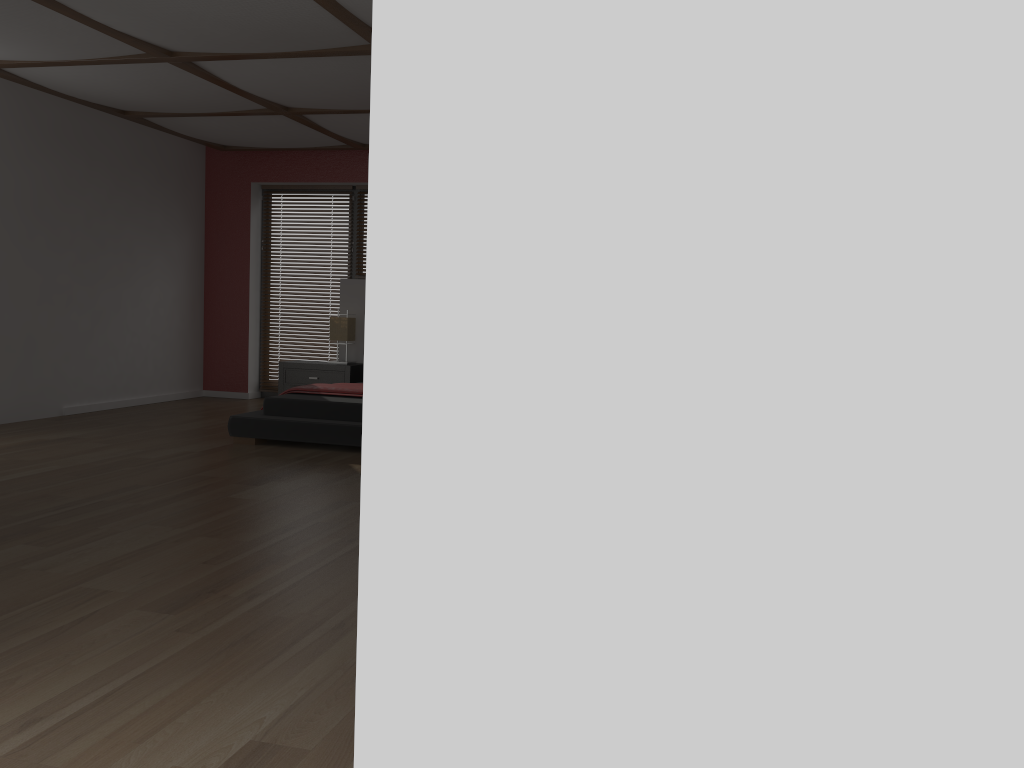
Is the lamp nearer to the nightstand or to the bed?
the nightstand

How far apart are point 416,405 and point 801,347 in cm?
62

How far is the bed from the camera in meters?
5.7

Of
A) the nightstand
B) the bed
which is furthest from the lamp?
the bed

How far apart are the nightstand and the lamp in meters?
0.3 m

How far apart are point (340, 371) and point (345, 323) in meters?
0.4 m

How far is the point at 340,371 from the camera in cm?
786

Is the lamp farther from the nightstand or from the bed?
the bed

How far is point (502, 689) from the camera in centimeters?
147cm

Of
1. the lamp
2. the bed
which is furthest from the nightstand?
the bed
